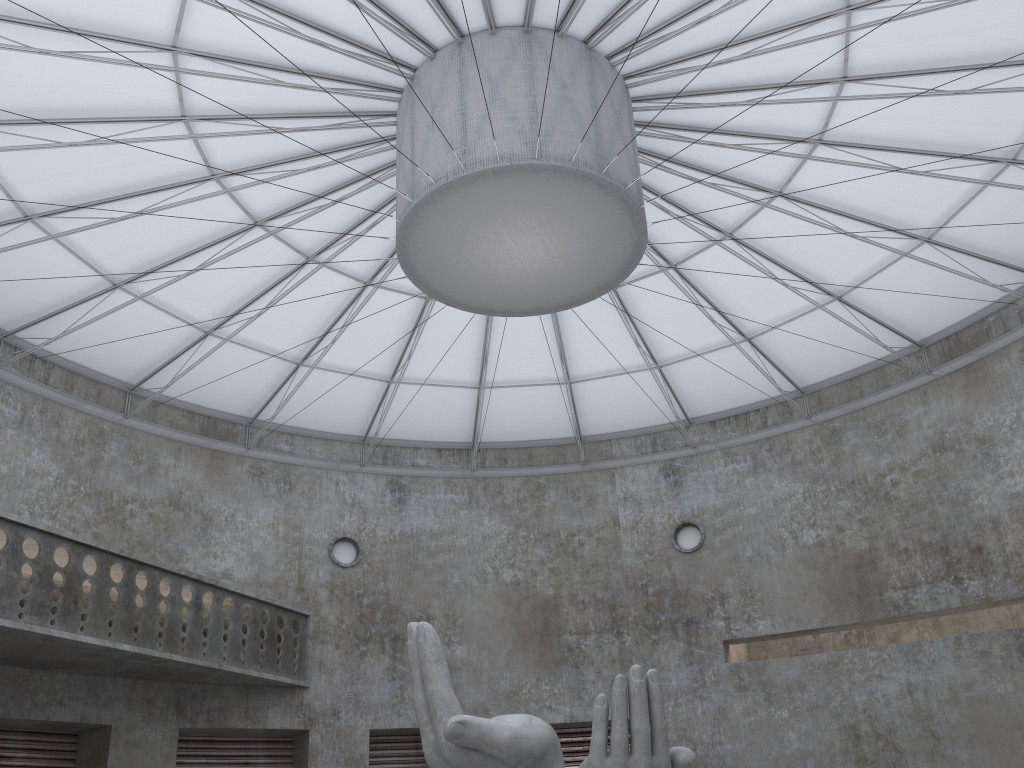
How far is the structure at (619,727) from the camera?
17.2m

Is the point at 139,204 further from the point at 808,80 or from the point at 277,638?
the point at 277,638

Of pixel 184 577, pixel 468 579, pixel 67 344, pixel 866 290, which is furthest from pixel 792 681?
pixel 67 344

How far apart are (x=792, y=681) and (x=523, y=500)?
14.8 meters

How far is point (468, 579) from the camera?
41.7m

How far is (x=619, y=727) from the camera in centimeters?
1720cm
